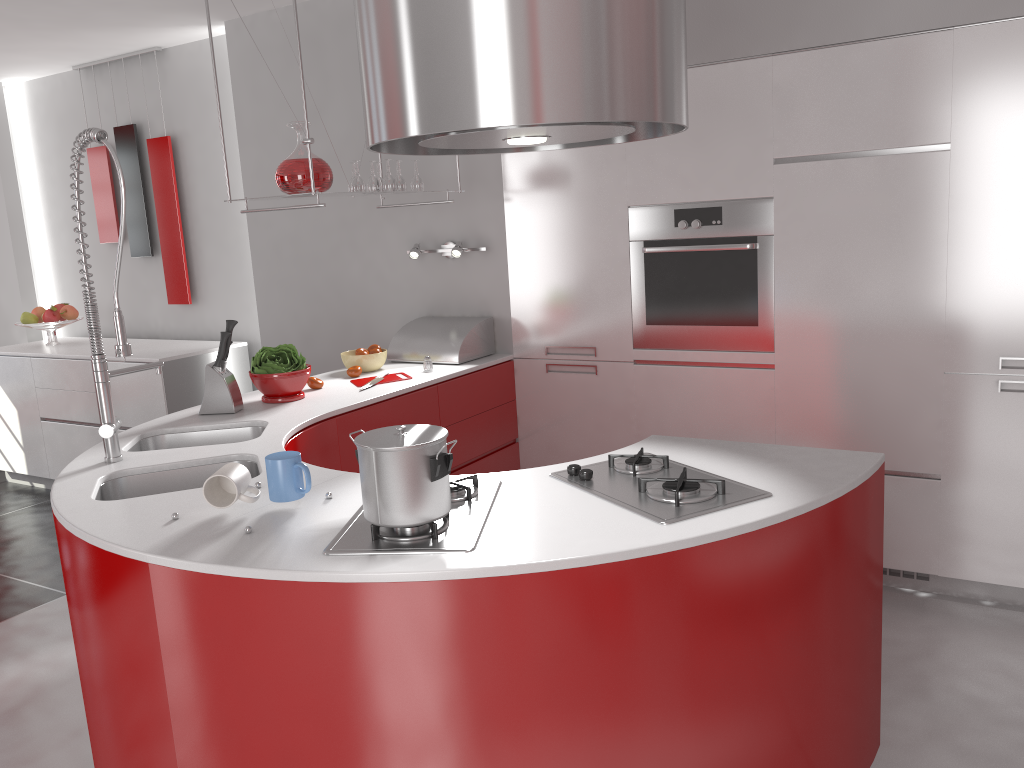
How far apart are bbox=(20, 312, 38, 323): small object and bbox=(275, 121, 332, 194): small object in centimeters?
316cm

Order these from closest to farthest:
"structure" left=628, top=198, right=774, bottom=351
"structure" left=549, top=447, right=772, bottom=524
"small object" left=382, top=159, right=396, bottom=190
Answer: "structure" left=549, top=447, right=772, bottom=524, "structure" left=628, top=198, right=774, bottom=351, "small object" left=382, top=159, right=396, bottom=190

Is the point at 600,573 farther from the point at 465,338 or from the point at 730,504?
the point at 465,338

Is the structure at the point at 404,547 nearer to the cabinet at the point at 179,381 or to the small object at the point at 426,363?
the small object at the point at 426,363

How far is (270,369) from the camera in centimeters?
326cm

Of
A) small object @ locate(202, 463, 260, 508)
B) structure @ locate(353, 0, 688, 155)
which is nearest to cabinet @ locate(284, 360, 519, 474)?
small object @ locate(202, 463, 260, 508)

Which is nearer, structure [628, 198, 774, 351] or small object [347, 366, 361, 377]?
→ structure [628, 198, 774, 351]

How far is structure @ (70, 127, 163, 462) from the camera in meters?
2.4 m

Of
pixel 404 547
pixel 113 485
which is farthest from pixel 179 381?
pixel 404 547

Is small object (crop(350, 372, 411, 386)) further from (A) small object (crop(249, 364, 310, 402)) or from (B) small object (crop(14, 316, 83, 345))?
(B) small object (crop(14, 316, 83, 345))
